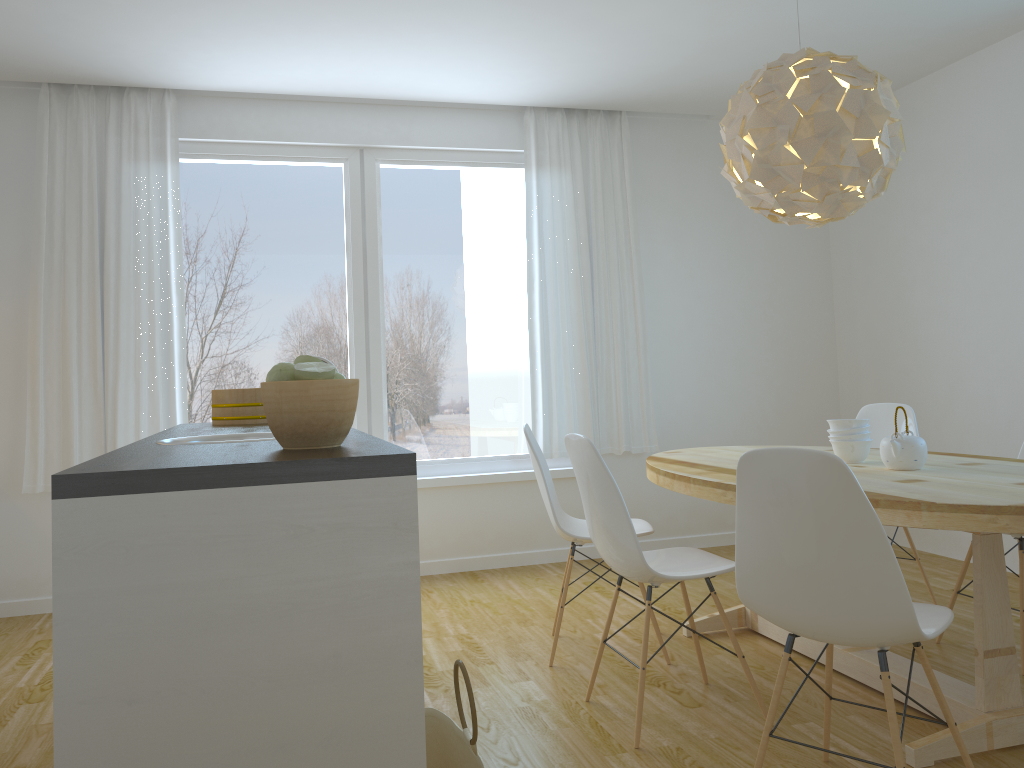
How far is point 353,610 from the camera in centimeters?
158cm

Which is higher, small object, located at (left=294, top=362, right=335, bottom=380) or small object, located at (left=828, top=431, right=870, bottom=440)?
small object, located at (left=294, top=362, right=335, bottom=380)

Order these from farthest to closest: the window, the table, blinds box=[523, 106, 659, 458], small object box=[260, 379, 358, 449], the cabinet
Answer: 1. blinds box=[523, 106, 659, 458]
2. the window
3. the table
4. small object box=[260, 379, 358, 449]
5. the cabinet

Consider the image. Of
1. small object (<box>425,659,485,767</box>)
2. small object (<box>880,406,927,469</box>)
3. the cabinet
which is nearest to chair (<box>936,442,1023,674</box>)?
small object (<box>880,406,927,469</box>)

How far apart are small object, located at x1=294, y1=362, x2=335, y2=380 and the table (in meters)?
1.47

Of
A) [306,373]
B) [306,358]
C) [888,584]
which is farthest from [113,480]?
[888,584]

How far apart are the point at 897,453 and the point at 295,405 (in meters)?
2.06

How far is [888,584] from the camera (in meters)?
1.92

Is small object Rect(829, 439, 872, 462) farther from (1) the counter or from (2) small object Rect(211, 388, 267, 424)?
(2) small object Rect(211, 388, 267, 424)

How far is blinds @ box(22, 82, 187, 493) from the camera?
4.49m
